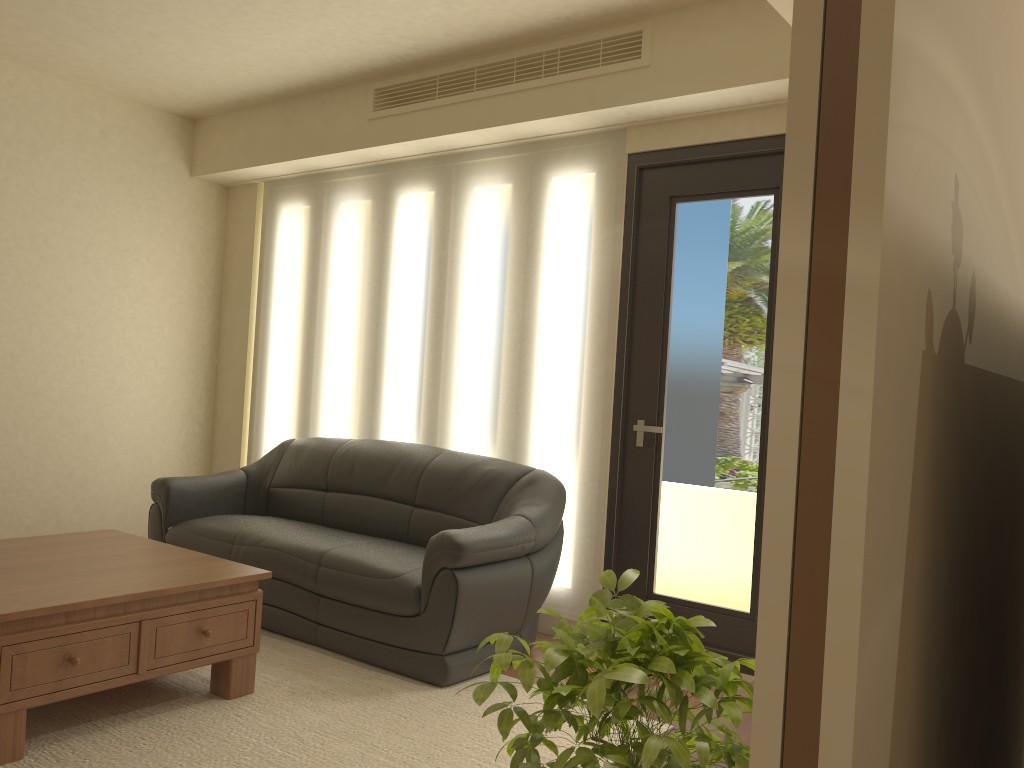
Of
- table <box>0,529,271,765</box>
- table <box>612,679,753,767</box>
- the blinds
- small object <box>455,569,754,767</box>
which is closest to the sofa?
the blinds

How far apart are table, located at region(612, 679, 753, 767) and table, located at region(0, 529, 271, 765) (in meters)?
1.93

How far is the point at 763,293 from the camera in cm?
404

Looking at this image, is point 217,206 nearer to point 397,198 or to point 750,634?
point 397,198

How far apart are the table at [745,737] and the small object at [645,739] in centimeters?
46cm

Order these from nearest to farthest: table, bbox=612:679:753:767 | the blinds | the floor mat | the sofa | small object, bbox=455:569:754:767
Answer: small object, bbox=455:569:754:767 → table, bbox=612:679:753:767 → the floor mat → the sofa → the blinds

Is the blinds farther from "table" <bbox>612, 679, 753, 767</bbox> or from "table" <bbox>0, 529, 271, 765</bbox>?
"table" <bbox>612, 679, 753, 767</bbox>

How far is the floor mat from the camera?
2.9m

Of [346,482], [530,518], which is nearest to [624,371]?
[530,518]

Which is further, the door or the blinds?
the blinds
